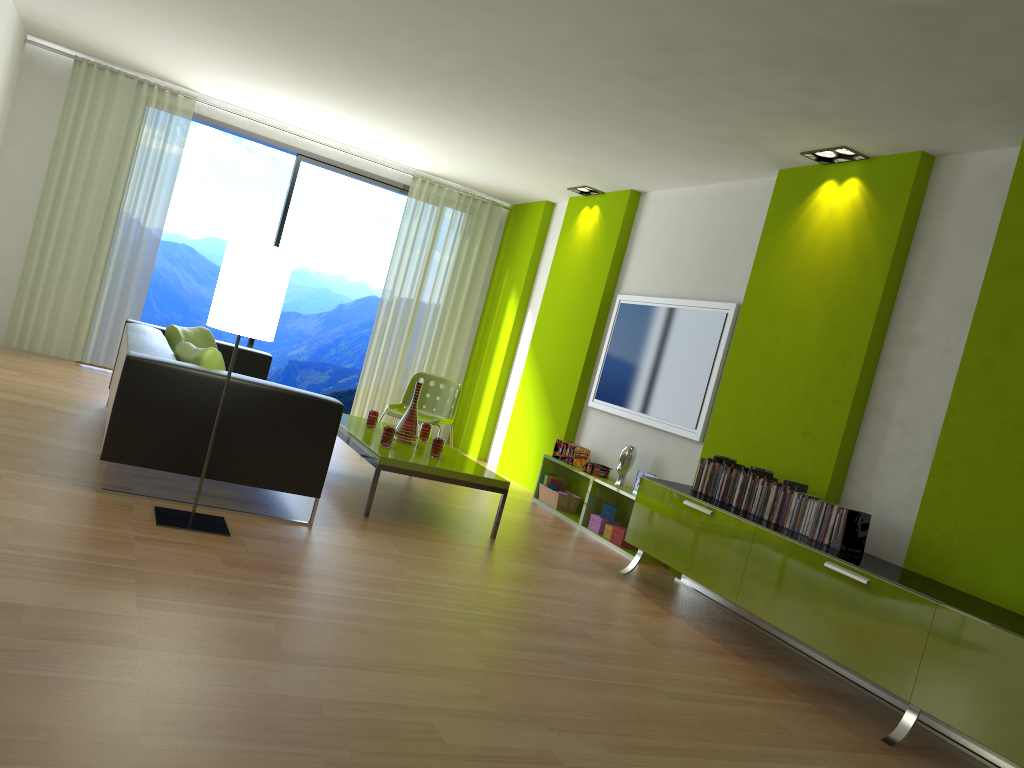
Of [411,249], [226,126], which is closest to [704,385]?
[411,249]

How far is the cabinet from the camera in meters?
3.1 m

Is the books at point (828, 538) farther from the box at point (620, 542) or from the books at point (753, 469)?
the box at point (620, 542)

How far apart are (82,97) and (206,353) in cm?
469

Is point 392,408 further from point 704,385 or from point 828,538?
point 828,538

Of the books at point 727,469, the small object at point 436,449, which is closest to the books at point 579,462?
the small object at point 436,449

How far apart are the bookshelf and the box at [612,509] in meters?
0.1

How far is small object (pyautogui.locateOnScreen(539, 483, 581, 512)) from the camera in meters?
6.8

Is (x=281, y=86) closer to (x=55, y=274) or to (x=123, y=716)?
(x=55, y=274)

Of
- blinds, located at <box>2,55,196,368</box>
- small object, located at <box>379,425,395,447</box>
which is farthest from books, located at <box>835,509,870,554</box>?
blinds, located at <box>2,55,196,368</box>
